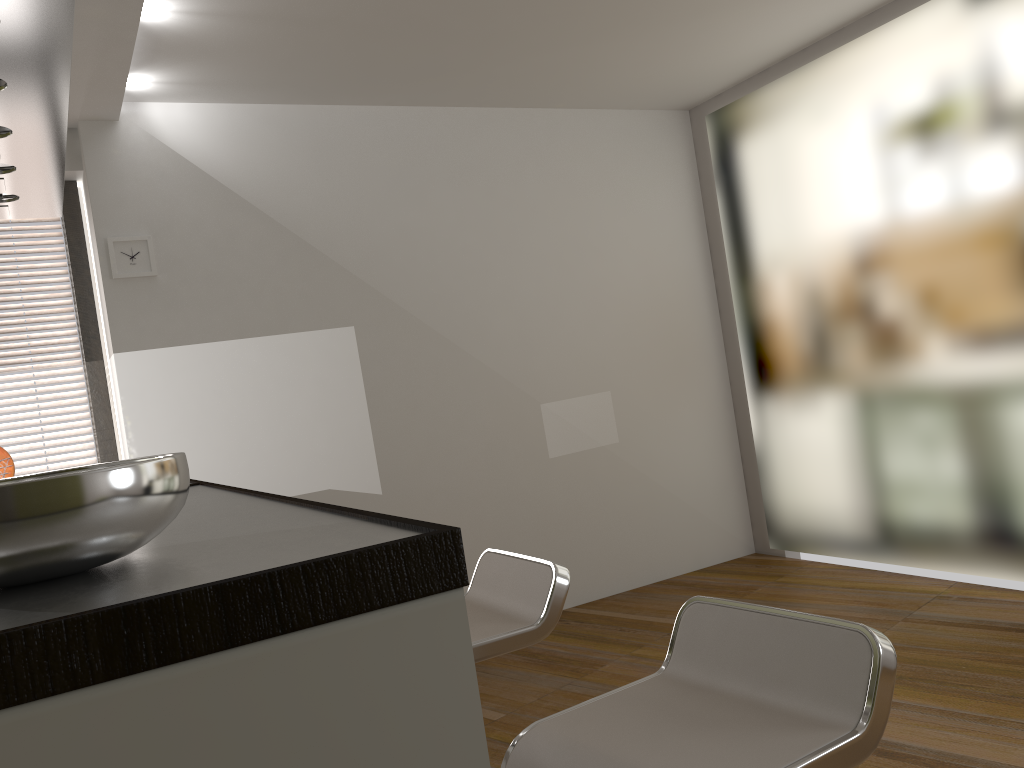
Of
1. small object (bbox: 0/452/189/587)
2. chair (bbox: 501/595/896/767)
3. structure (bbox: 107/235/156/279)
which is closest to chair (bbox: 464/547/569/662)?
chair (bbox: 501/595/896/767)

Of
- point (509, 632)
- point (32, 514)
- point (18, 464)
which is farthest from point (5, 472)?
point (32, 514)

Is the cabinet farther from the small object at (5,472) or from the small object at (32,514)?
the small object at (5,472)

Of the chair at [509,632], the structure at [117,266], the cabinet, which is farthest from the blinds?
the chair at [509,632]

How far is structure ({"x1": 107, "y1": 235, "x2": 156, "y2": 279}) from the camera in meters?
3.9 m

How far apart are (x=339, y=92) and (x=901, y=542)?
3.6 meters

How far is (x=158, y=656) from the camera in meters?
0.7

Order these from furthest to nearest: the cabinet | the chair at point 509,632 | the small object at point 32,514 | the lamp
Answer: the chair at point 509,632, the lamp, the small object at point 32,514, the cabinet

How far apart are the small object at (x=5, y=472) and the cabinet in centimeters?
90cm

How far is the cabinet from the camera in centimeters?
66cm
